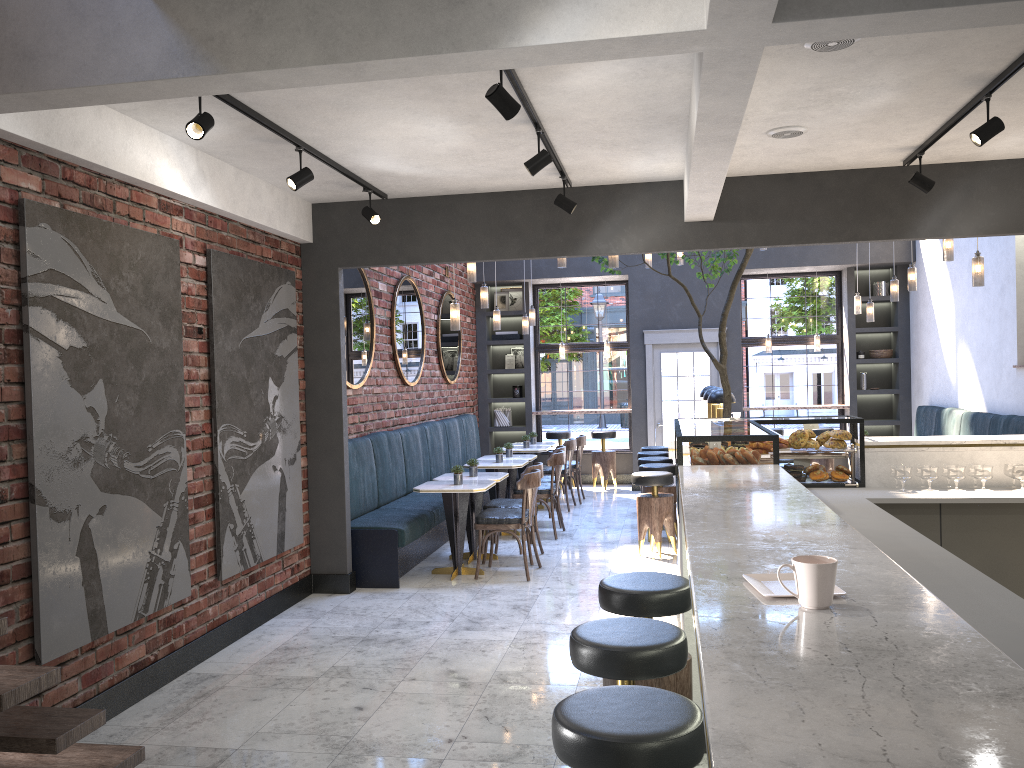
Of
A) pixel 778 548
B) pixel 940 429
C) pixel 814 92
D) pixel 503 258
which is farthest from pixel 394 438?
pixel 778 548

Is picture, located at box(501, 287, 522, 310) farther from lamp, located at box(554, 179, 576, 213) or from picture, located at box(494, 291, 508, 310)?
lamp, located at box(554, 179, 576, 213)

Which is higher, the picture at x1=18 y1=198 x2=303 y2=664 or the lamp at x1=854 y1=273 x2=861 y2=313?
the lamp at x1=854 y1=273 x2=861 y2=313

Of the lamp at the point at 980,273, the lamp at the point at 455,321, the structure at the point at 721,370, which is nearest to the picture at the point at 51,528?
the lamp at the point at 455,321

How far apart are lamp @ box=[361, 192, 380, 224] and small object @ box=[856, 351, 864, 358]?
8.36m

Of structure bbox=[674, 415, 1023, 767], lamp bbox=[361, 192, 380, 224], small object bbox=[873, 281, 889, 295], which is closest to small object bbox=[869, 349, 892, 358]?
small object bbox=[873, 281, 889, 295]

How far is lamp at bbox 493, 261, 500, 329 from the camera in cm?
970

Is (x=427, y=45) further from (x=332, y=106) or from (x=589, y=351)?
(x=589, y=351)

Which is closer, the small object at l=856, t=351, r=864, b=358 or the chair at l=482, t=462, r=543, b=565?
the chair at l=482, t=462, r=543, b=565

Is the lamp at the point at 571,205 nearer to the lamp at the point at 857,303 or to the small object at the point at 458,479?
the small object at the point at 458,479
